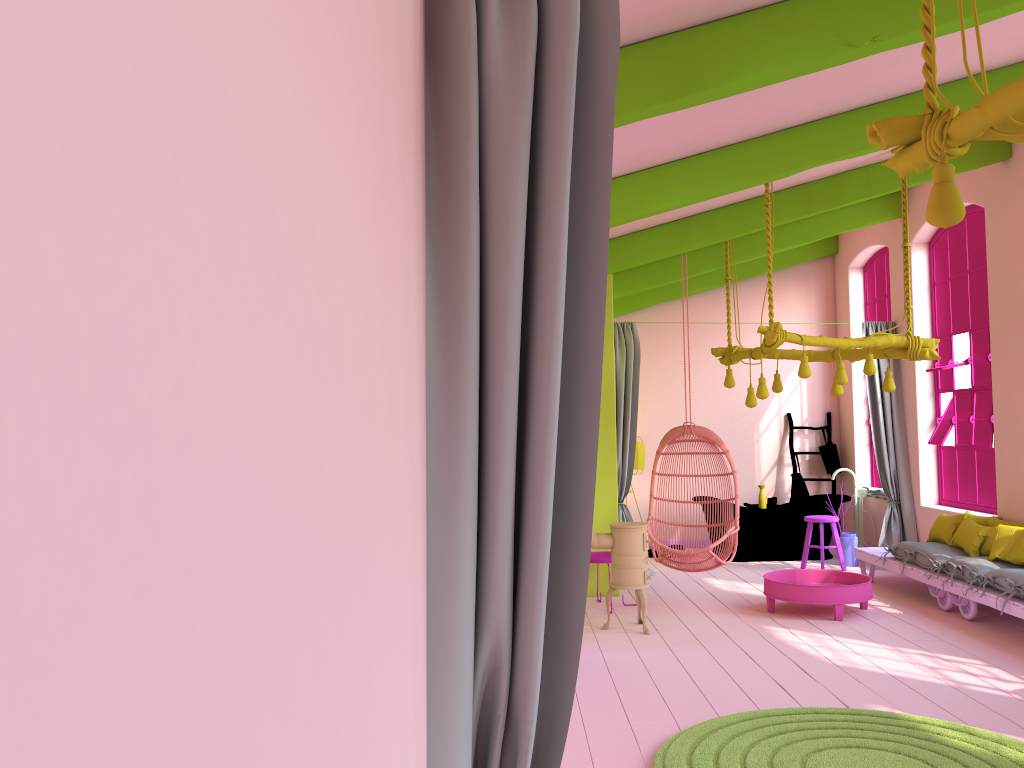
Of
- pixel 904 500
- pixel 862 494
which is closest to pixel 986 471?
pixel 904 500

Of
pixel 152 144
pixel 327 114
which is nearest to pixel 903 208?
pixel 327 114

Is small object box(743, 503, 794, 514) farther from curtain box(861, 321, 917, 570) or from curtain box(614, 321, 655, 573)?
curtain box(614, 321, 655, 573)

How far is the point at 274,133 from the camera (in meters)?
0.63

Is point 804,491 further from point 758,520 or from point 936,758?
point 936,758

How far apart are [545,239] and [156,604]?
1.4 meters

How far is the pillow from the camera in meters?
6.9 m

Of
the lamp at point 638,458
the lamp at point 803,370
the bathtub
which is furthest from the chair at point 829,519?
the lamp at point 638,458

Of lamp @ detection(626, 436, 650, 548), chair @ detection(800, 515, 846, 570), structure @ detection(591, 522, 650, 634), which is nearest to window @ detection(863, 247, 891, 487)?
chair @ detection(800, 515, 846, 570)

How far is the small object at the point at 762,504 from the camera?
10.67m
